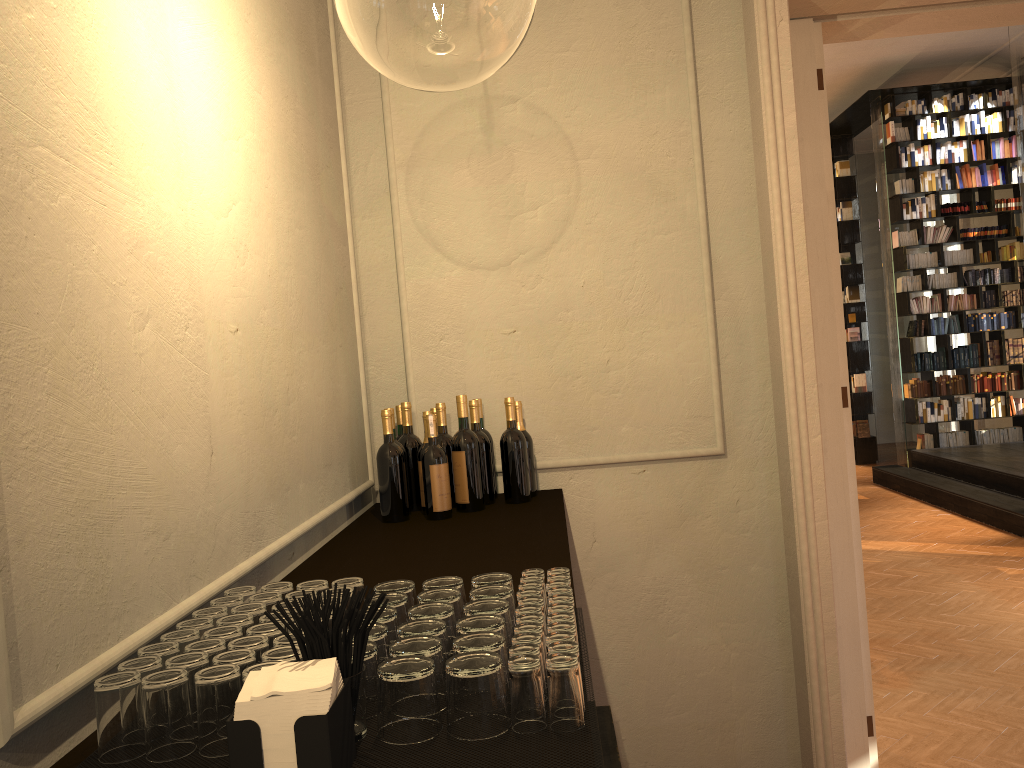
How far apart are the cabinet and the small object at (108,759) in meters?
0.0

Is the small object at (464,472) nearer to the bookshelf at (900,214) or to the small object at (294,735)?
the small object at (294,735)

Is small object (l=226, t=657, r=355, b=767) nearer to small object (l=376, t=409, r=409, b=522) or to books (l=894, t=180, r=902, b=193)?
small object (l=376, t=409, r=409, b=522)

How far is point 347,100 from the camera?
3.5m

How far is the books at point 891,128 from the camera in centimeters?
1127cm

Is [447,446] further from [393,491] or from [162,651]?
[162,651]

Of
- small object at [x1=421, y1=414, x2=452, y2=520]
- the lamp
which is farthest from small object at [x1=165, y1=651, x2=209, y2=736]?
the lamp

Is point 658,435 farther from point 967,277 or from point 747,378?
point 967,277

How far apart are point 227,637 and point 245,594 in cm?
29

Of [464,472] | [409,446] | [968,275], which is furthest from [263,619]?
[968,275]
